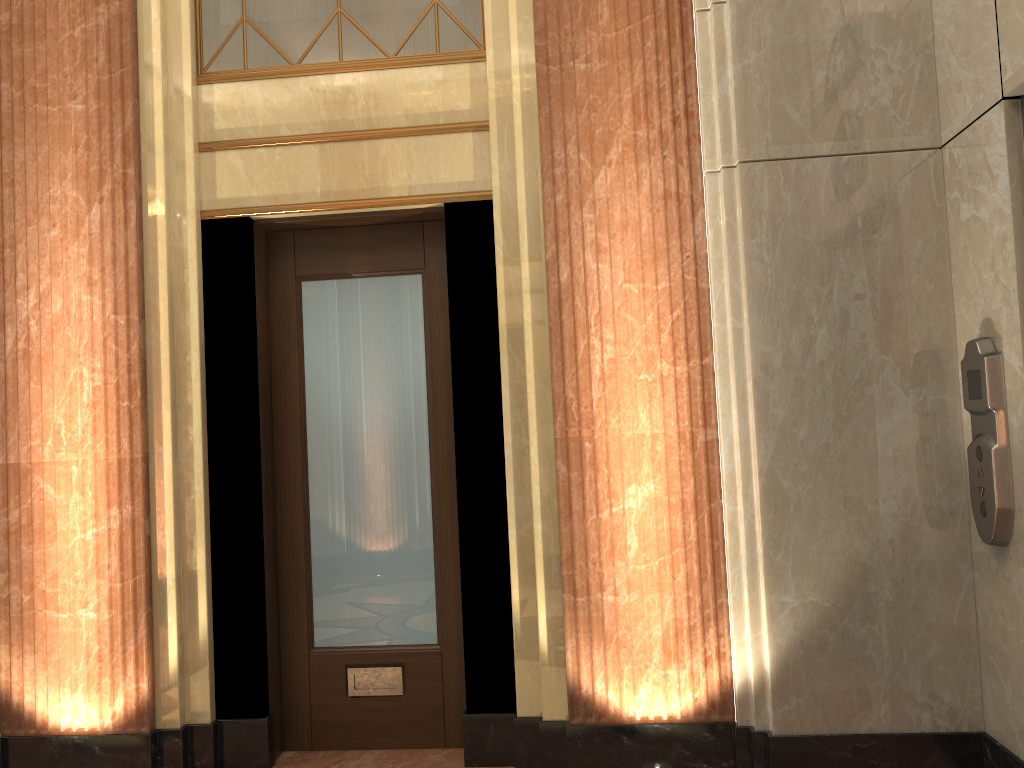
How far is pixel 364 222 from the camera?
3.7 meters
